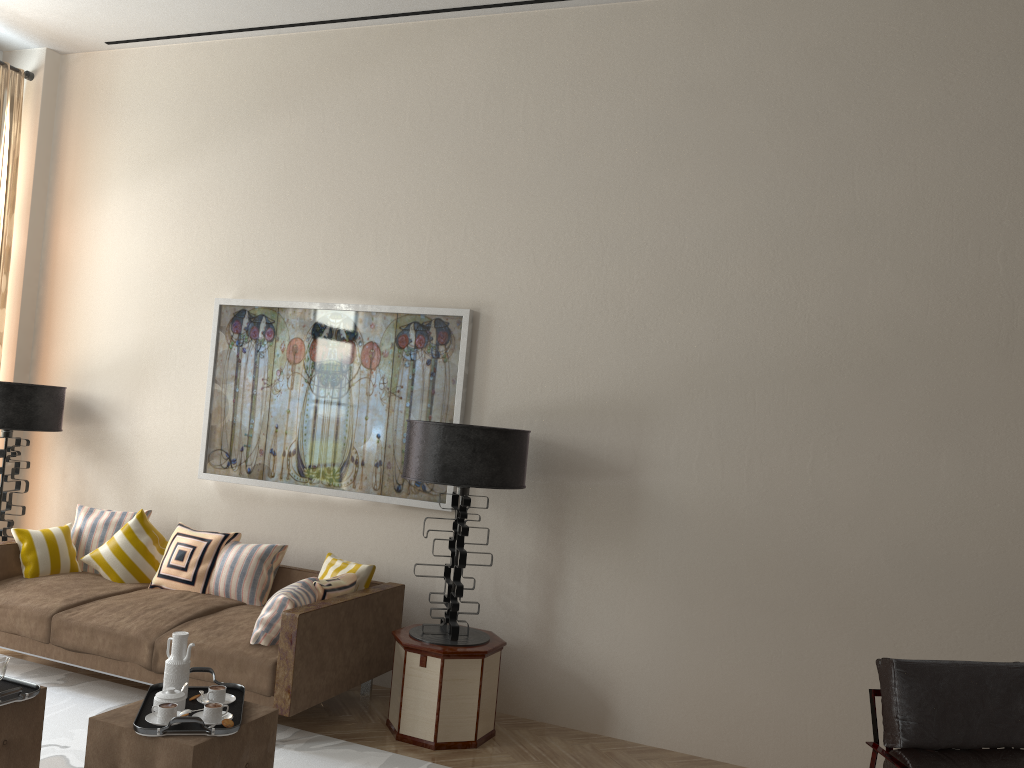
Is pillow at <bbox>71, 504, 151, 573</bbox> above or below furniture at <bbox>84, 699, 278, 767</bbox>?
above

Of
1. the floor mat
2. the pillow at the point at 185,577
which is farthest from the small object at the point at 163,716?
the pillow at the point at 185,577

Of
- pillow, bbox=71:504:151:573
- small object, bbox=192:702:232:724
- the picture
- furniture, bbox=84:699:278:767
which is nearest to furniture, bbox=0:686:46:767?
furniture, bbox=84:699:278:767

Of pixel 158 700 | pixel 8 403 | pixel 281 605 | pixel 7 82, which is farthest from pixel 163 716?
pixel 7 82

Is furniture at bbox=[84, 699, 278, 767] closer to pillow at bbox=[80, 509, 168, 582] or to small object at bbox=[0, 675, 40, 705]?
small object at bbox=[0, 675, 40, 705]

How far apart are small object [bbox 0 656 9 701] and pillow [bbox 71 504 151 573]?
3.2m

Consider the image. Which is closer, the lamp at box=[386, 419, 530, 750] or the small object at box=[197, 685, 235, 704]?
the small object at box=[197, 685, 235, 704]

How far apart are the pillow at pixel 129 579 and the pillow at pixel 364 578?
1.5m

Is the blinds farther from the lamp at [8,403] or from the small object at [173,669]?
the small object at [173,669]

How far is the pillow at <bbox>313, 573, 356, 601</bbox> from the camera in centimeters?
575cm
